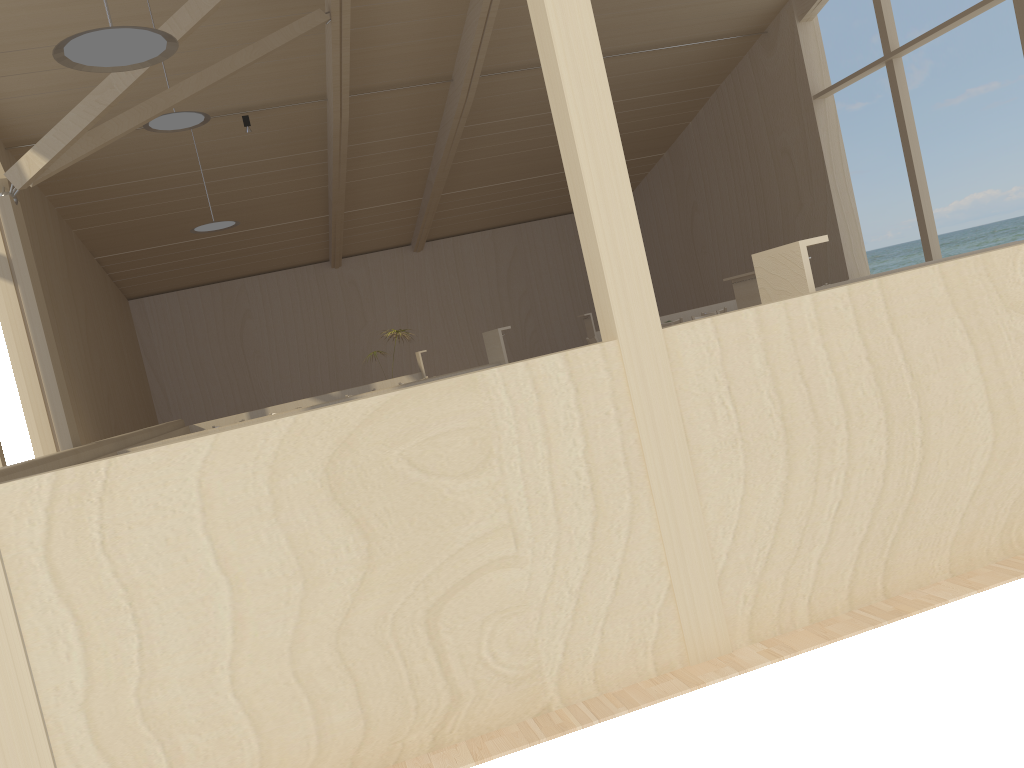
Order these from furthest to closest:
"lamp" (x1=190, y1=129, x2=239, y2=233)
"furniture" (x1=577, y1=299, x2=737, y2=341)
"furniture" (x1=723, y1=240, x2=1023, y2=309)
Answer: "furniture" (x1=577, y1=299, x2=737, y2=341), "lamp" (x1=190, y1=129, x2=239, y2=233), "furniture" (x1=723, y1=240, x2=1023, y2=309)

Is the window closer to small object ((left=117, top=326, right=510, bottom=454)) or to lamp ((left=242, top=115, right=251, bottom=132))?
lamp ((left=242, top=115, right=251, bottom=132))

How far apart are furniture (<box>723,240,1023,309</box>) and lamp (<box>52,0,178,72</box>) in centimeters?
507cm

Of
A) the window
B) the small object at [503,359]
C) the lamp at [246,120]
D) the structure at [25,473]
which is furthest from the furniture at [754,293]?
the lamp at [246,120]

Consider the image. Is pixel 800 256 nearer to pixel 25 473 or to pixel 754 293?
pixel 25 473

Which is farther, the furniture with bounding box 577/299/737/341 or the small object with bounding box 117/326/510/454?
the furniture with bounding box 577/299/737/341

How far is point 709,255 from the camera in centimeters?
1539cm

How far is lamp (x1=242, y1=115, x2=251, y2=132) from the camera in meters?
10.7

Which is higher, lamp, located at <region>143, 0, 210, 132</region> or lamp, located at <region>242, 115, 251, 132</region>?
lamp, located at <region>242, 115, 251, 132</region>

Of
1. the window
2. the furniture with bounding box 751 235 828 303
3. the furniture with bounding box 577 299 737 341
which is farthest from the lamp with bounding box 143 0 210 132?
the furniture with bounding box 751 235 828 303
